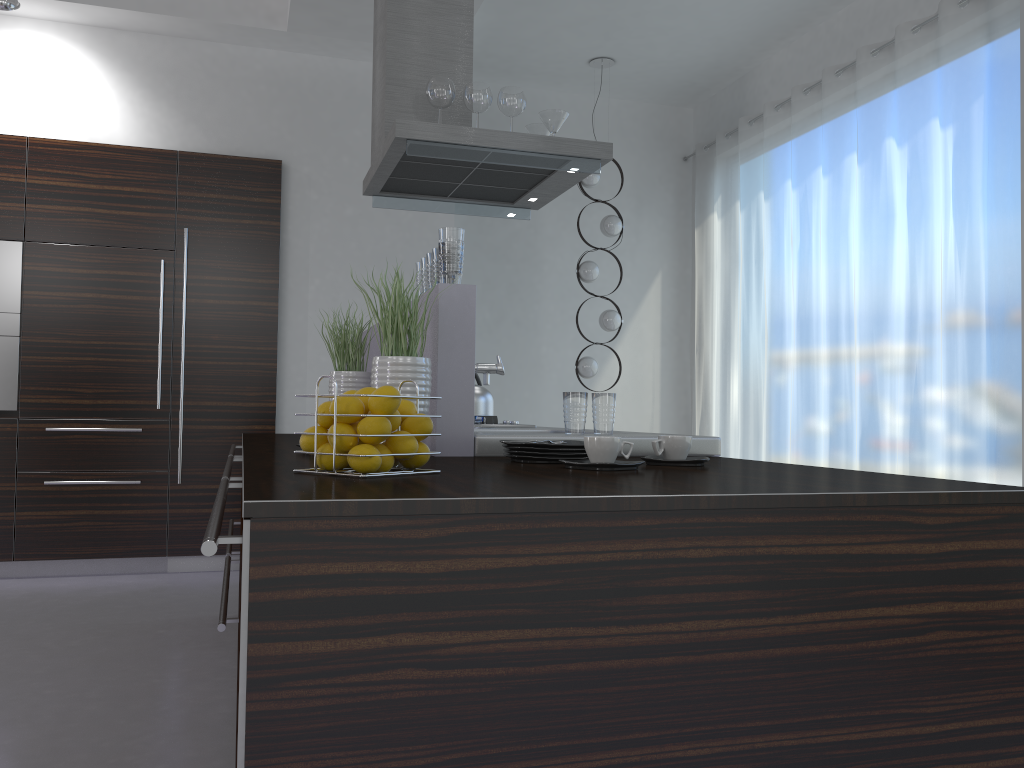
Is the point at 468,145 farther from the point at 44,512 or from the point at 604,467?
the point at 44,512

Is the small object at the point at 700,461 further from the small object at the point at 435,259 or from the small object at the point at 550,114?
the small object at the point at 550,114

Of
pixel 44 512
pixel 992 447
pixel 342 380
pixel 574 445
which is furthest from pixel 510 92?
pixel 44 512

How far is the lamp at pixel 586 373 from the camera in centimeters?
620cm

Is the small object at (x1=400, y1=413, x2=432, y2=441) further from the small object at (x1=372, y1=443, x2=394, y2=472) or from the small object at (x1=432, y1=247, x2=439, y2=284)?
the small object at (x1=432, y1=247, x2=439, y2=284)

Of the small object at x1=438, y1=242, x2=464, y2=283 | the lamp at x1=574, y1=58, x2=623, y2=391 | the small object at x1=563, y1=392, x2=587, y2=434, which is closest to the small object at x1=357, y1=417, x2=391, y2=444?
the small object at x1=438, y1=242, x2=464, y2=283

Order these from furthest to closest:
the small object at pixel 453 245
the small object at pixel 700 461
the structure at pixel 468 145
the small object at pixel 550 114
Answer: the small object at pixel 550 114
the structure at pixel 468 145
the small object at pixel 453 245
the small object at pixel 700 461

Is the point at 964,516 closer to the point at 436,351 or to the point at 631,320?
the point at 436,351

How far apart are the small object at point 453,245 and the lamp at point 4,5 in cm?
360

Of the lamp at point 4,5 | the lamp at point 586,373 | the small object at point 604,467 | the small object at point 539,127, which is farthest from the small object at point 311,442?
the lamp at point 586,373
